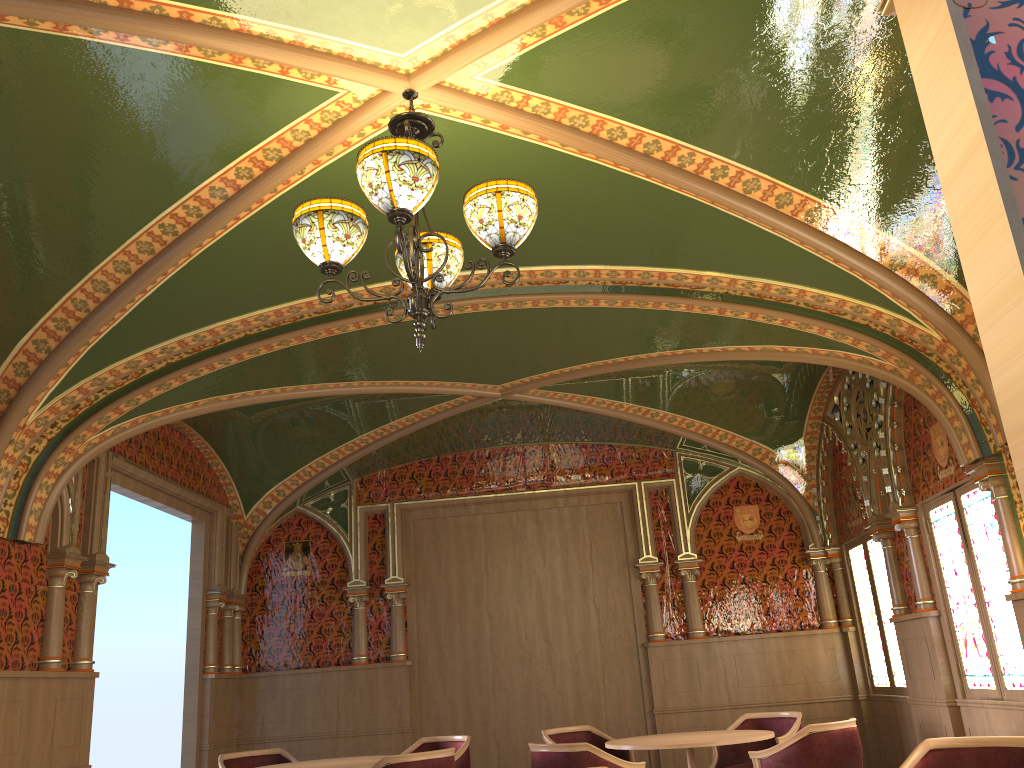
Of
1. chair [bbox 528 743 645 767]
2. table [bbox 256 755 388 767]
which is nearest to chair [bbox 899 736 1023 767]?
chair [bbox 528 743 645 767]

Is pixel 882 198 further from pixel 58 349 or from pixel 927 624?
pixel 58 349

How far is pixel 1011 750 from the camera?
3.6 meters

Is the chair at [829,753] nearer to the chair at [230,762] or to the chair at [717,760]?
the chair at [717,760]

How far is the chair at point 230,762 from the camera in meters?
6.8

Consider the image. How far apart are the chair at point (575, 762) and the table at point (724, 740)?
0.5 meters

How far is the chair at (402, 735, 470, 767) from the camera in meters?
6.6

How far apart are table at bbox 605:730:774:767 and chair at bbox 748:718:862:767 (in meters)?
0.19

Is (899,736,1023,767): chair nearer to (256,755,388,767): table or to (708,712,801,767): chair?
(708,712,801,767): chair

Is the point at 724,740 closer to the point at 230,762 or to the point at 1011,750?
the point at 1011,750
